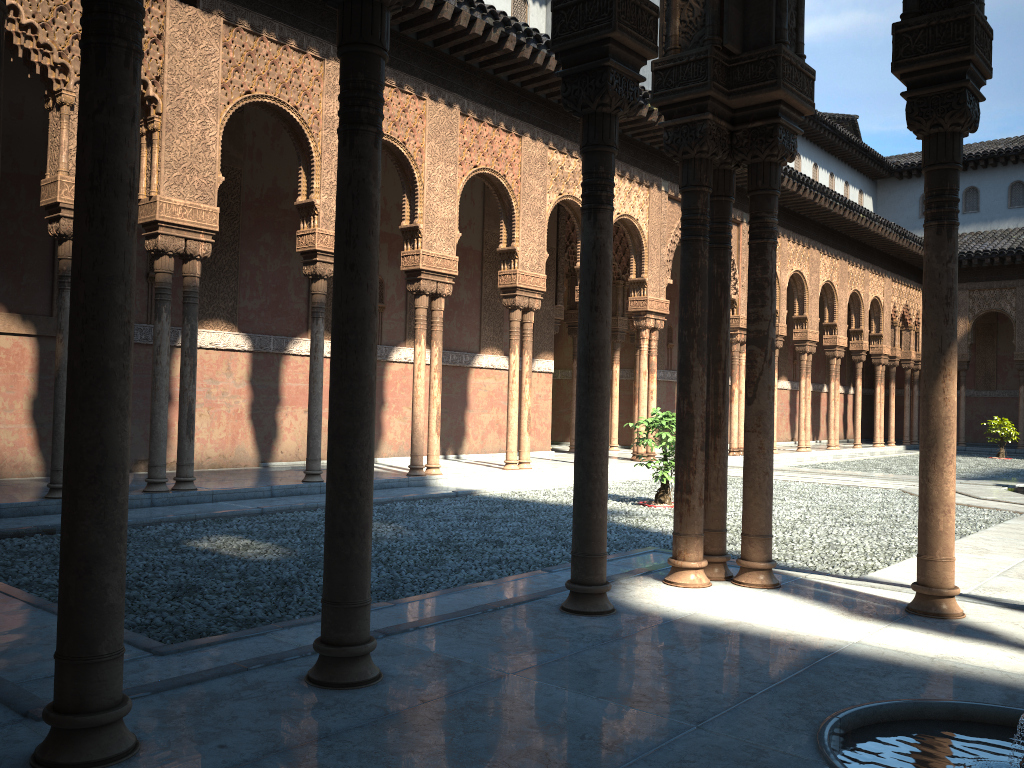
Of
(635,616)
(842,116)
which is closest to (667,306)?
(635,616)

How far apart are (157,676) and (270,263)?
10.6m

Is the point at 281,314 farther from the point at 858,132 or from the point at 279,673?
the point at 858,132
